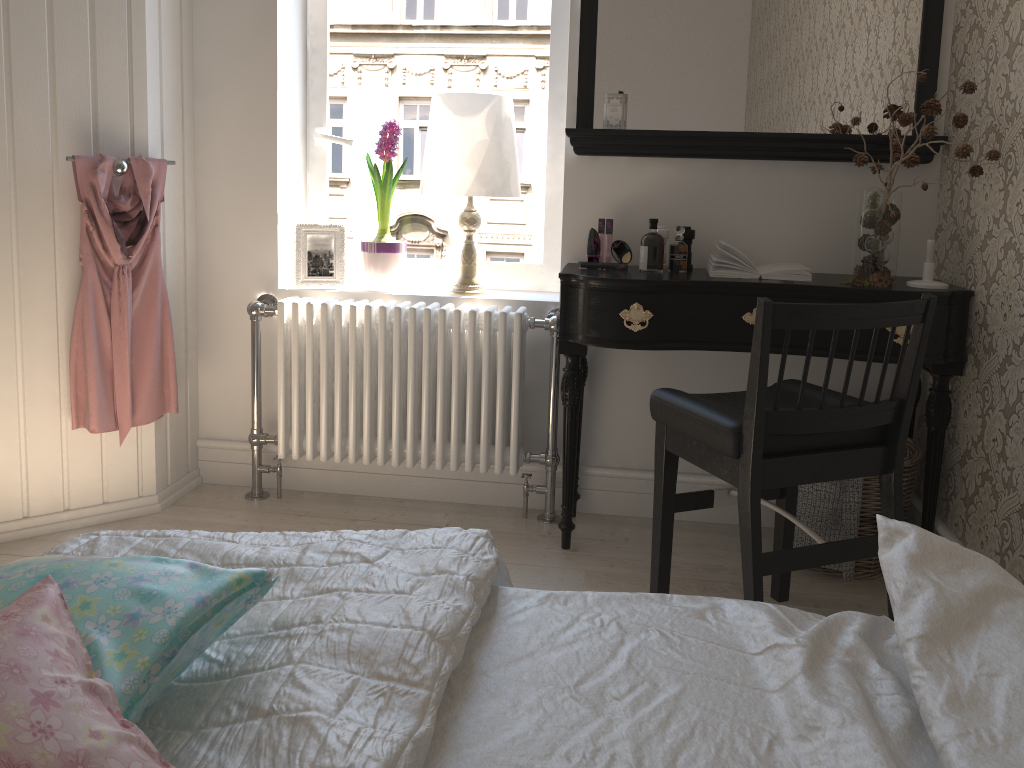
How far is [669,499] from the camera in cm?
217

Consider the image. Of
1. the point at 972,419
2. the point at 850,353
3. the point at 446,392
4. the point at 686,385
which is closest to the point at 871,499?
the point at 972,419

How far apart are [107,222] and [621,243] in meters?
1.5

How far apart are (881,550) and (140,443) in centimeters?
231cm

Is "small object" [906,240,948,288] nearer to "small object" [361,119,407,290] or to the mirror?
the mirror

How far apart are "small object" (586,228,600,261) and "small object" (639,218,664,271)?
0.16m

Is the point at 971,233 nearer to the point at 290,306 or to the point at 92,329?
the point at 290,306

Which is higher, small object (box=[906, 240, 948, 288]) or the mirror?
the mirror

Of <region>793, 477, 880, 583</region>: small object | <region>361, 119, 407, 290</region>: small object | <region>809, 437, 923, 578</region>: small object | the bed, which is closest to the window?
<region>361, 119, 407, 290</region>: small object

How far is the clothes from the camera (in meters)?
2.52
